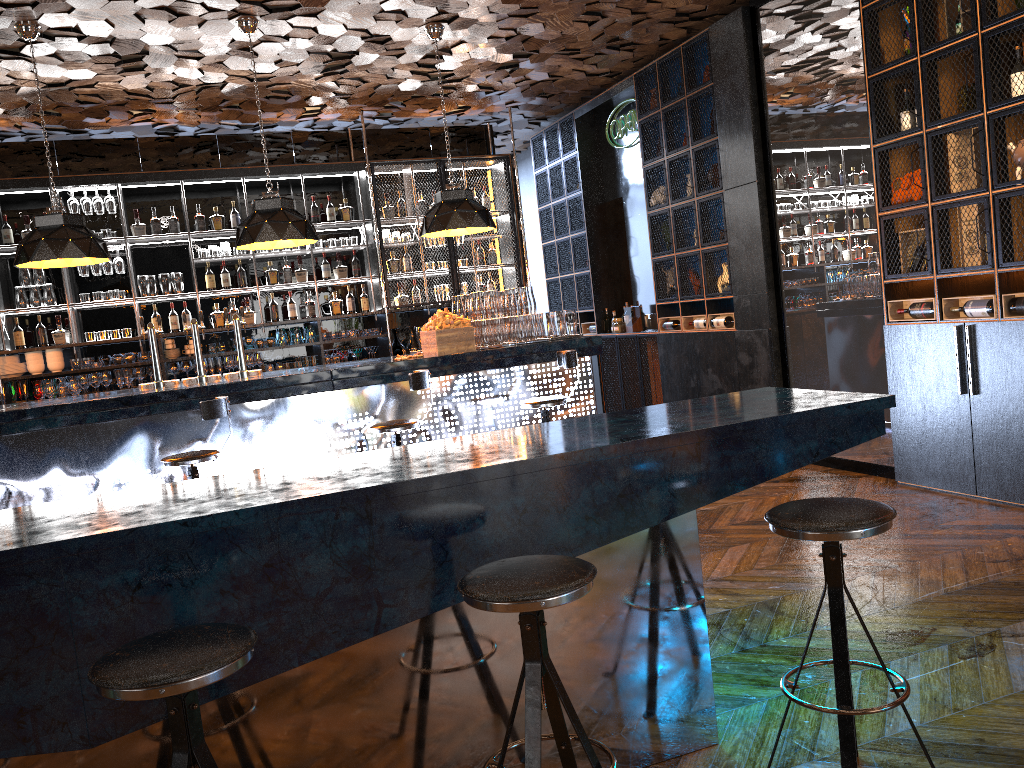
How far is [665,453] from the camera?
2.6m

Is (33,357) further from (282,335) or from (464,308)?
(464,308)

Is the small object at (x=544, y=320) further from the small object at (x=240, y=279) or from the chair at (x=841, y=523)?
the chair at (x=841, y=523)

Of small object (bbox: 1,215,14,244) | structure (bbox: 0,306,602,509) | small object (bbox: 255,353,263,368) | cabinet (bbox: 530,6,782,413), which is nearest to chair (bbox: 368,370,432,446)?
structure (bbox: 0,306,602,509)

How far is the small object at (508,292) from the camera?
6.7m

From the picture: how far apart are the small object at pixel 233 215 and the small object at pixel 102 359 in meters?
1.8 m

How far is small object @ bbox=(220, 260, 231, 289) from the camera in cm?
872

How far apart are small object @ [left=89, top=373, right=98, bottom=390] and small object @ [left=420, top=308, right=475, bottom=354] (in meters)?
3.53

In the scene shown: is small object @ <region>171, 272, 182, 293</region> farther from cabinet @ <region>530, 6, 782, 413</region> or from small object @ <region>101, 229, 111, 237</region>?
cabinet @ <region>530, 6, 782, 413</region>

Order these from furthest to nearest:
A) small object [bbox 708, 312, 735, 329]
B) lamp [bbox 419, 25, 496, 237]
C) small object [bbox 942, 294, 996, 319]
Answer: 1. small object [bbox 708, 312, 735, 329]
2. lamp [bbox 419, 25, 496, 237]
3. small object [bbox 942, 294, 996, 319]
